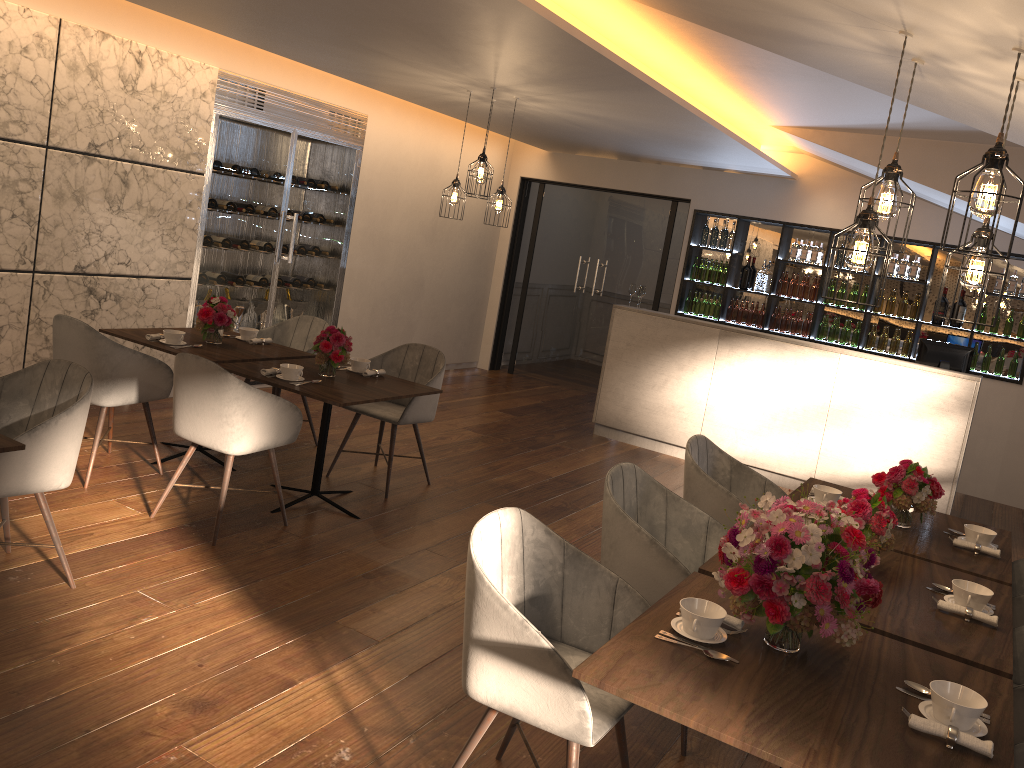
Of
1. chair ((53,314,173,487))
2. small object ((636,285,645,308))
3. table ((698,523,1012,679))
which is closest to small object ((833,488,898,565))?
table ((698,523,1012,679))

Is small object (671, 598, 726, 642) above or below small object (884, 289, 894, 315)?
below

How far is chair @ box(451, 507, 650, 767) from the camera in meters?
2.3 m

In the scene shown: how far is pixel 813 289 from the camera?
8.8m

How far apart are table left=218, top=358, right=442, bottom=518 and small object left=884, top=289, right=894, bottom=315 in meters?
5.4

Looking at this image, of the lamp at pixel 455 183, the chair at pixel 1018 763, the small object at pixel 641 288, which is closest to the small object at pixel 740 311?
the small object at pixel 641 288

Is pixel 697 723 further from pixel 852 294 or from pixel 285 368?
pixel 852 294

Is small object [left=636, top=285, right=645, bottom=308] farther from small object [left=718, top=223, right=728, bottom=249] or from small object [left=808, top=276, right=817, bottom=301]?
small object [left=808, top=276, right=817, bottom=301]

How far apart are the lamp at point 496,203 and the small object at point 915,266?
4.3m

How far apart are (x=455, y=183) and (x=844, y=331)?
4.4 meters
